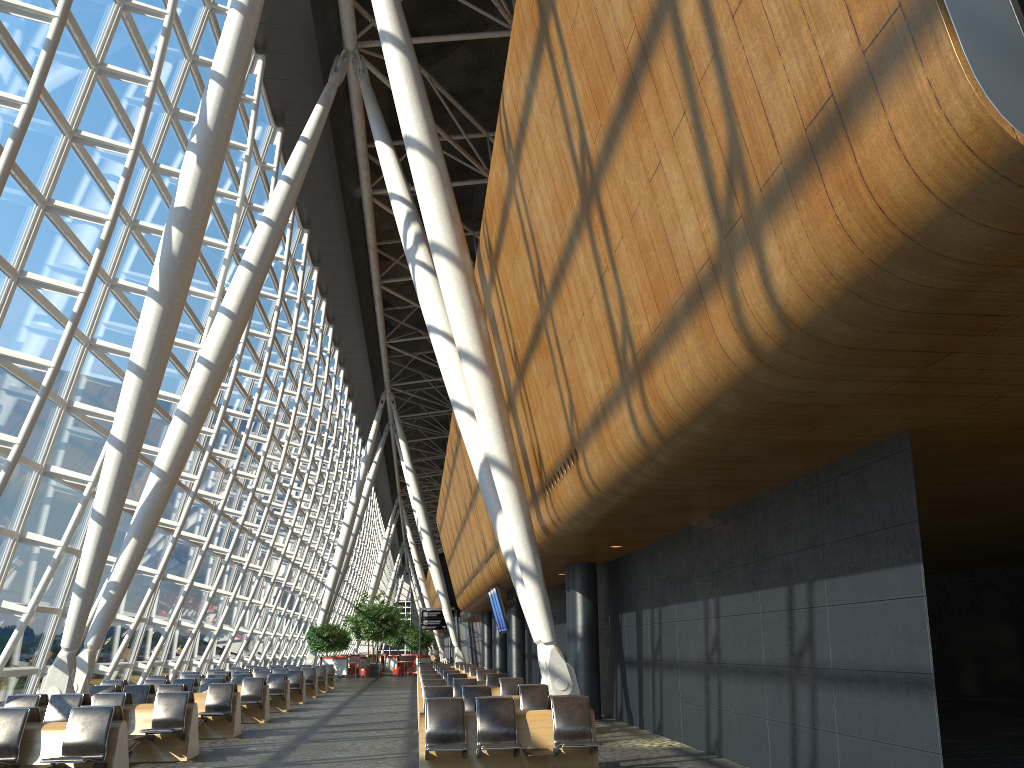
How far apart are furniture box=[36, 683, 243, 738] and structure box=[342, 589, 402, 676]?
29.89m

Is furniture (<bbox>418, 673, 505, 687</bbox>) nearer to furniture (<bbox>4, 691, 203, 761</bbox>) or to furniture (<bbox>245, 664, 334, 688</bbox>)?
furniture (<bbox>4, 691, 203, 761</bbox>)

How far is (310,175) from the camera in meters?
24.6

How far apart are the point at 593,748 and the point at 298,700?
15.7 meters

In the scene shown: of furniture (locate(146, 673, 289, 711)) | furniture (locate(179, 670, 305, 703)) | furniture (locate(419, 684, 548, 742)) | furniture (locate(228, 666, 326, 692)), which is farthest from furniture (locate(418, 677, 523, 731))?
furniture (locate(228, 666, 326, 692))

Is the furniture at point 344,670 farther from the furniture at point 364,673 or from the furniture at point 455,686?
the furniture at point 455,686

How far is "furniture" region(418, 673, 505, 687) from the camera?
17.74m

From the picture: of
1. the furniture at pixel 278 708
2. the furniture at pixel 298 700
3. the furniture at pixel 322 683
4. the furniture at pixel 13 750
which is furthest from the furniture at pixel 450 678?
the furniture at pixel 322 683

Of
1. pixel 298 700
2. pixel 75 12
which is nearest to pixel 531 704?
pixel 75 12

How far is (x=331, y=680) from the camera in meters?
31.1
